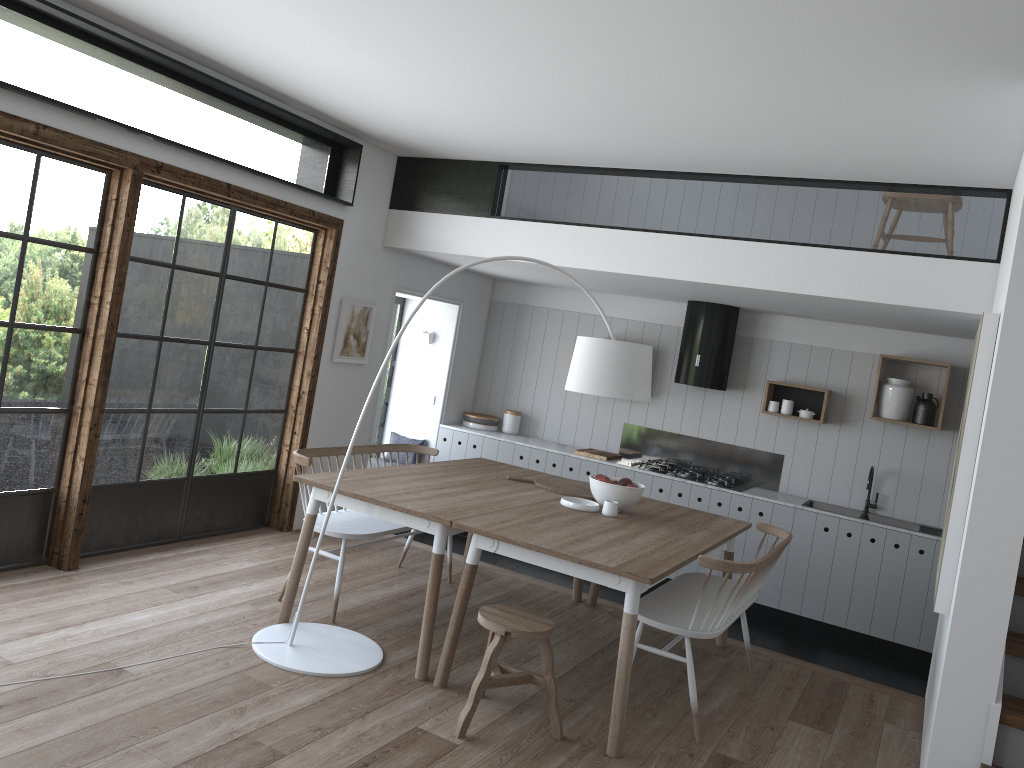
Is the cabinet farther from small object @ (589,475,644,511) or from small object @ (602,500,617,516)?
small object @ (602,500,617,516)

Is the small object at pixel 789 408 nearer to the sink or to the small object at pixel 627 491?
the sink

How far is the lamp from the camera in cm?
403

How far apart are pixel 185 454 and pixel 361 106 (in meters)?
2.37

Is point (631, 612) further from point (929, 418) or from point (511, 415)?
point (511, 415)

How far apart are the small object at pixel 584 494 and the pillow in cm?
253

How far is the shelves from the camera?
6.88m

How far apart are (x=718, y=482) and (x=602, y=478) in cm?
232

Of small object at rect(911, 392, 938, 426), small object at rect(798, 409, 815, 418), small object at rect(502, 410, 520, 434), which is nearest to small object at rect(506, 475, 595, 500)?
small object at rect(798, 409, 815, 418)

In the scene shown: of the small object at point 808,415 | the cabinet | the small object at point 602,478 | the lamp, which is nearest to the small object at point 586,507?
the small object at point 602,478
